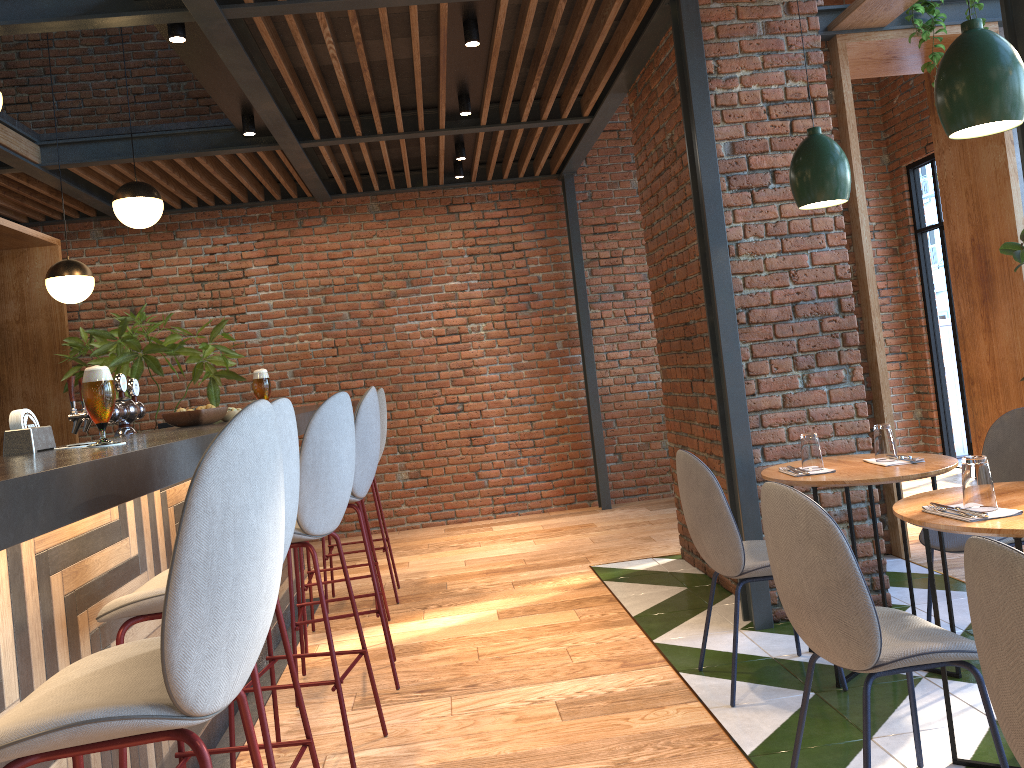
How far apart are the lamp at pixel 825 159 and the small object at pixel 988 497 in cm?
131

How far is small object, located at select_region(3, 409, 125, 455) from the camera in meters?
2.1 m

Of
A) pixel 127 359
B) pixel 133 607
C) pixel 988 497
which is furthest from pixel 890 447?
pixel 127 359

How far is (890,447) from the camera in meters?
3.3 m

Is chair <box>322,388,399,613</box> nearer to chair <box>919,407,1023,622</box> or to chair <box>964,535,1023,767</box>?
chair <box>919,407,1023,622</box>

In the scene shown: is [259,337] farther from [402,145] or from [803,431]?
[803,431]

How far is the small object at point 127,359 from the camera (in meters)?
6.50

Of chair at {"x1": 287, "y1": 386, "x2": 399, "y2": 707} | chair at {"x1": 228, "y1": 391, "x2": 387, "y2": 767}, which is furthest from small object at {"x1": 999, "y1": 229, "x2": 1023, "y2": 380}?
chair at {"x1": 228, "y1": 391, "x2": 387, "y2": 767}

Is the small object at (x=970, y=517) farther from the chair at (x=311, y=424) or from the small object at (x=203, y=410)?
the small object at (x=203, y=410)

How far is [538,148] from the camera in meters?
7.4 m
